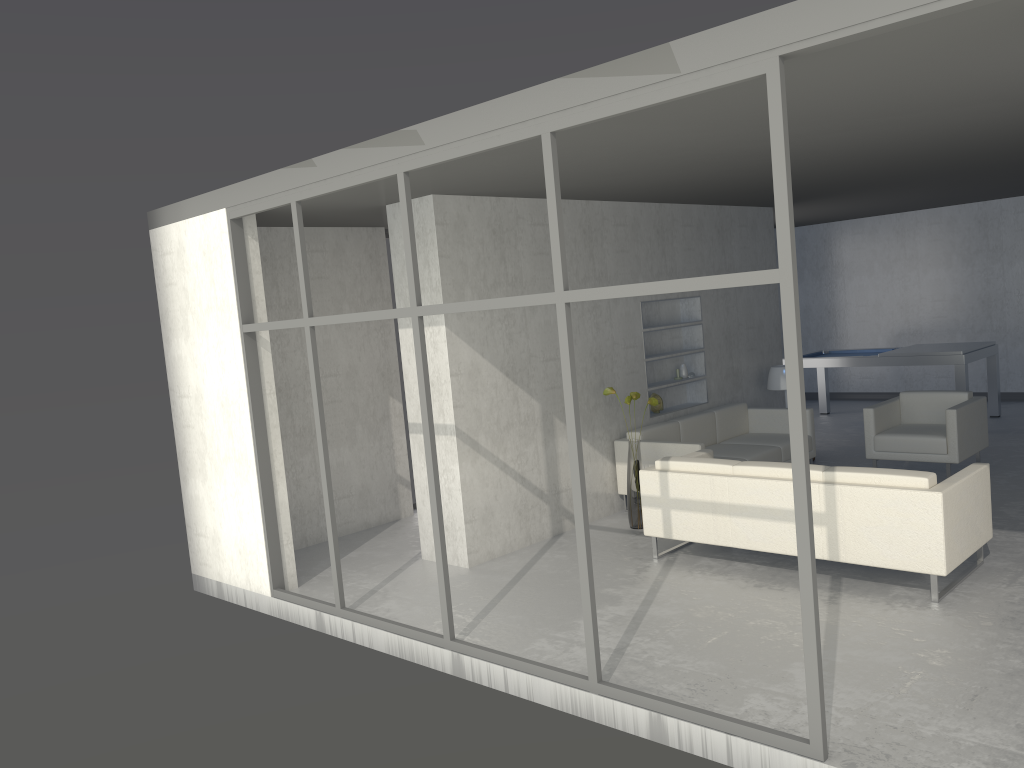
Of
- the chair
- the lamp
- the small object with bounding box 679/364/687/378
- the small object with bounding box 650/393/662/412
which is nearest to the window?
the small object with bounding box 650/393/662/412

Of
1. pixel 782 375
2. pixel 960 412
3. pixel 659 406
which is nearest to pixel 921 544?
pixel 960 412

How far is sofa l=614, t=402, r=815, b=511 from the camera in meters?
6.9 m

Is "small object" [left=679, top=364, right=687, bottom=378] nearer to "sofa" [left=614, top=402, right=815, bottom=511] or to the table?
"sofa" [left=614, top=402, right=815, bottom=511]

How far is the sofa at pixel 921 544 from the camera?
4.6m

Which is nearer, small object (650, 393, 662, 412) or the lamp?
small object (650, 393, 662, 412)

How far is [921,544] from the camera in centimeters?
459cm

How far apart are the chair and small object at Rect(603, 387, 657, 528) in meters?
2.1 m

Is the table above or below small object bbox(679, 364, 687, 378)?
below

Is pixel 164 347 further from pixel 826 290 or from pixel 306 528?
pixel 826 290
